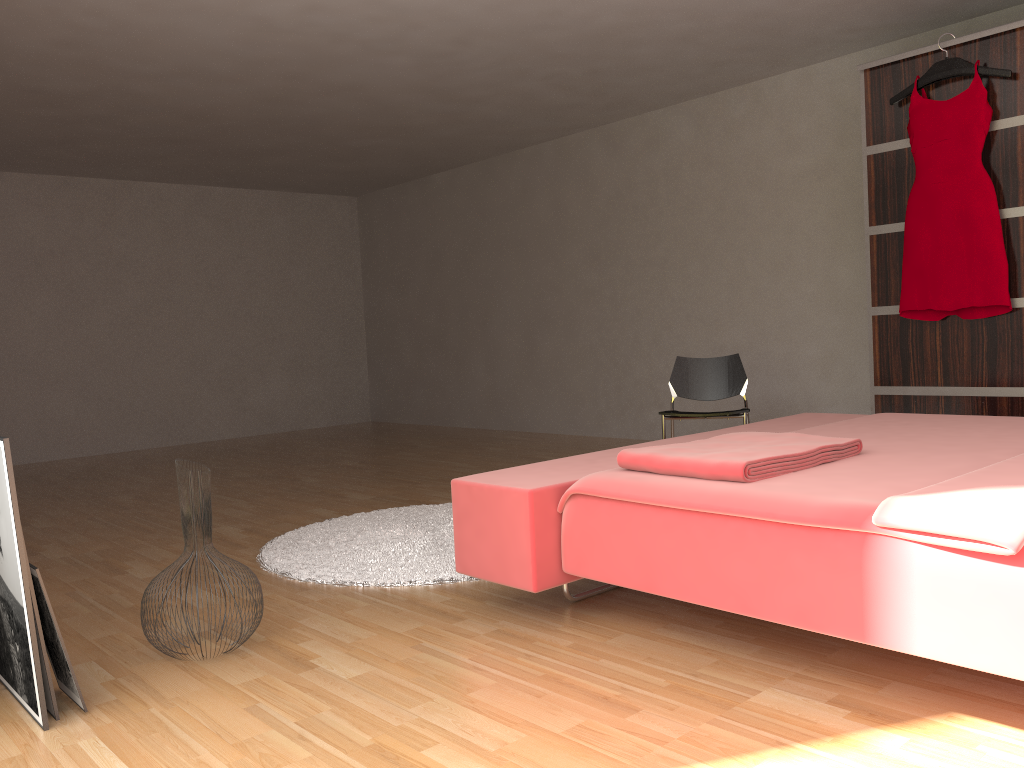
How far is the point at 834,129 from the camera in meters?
5.0

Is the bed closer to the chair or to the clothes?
the chair

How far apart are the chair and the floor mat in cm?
112

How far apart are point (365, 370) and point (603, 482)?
6.8 meters

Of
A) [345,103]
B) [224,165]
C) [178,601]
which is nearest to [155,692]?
[178,601]

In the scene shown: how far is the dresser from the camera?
3.83m

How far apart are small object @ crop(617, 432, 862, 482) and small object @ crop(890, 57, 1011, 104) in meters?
2.4

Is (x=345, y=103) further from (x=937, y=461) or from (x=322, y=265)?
(x=937, y=461)

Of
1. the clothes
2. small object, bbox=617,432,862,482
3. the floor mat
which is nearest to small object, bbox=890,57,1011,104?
the clothes

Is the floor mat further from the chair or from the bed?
the chair
